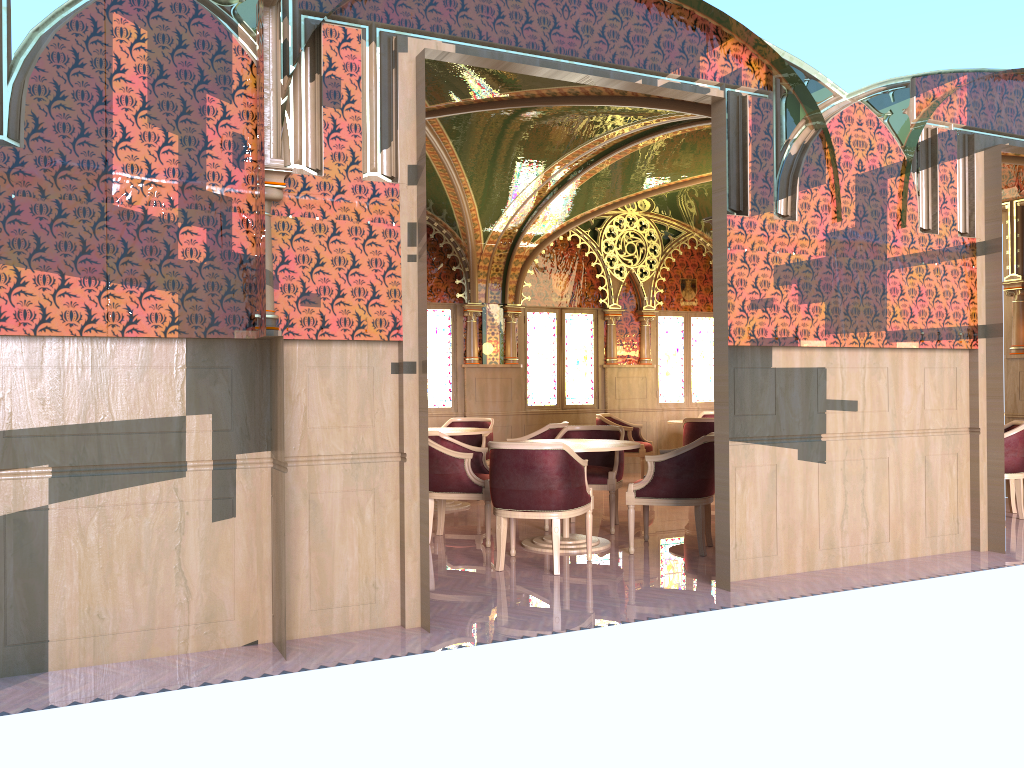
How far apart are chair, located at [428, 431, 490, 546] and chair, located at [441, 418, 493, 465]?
2.25m

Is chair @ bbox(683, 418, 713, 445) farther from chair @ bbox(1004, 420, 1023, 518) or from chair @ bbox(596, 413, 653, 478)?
chair @ bbox(1004, 420, 1023, 518)

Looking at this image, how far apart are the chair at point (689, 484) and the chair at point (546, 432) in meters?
1.7 m

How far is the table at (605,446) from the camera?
6.42m

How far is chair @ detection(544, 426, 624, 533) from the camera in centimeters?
723cm

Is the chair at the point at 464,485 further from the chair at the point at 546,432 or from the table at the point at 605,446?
the chair at the point at 546,432

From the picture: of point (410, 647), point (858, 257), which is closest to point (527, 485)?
point (410, 647)

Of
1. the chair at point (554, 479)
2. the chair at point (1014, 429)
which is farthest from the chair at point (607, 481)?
the chair at point (1014, 429)

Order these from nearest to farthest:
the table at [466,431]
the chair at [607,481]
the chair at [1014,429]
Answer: the chair at [607,481] → the chair at [1014,429] → the table at [466,431]

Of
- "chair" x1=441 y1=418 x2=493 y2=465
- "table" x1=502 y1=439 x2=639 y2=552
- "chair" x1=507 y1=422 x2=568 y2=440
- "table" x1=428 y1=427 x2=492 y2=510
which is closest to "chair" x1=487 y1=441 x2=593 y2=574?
"table" x1=502 y1=439 x2=639 y2=552
